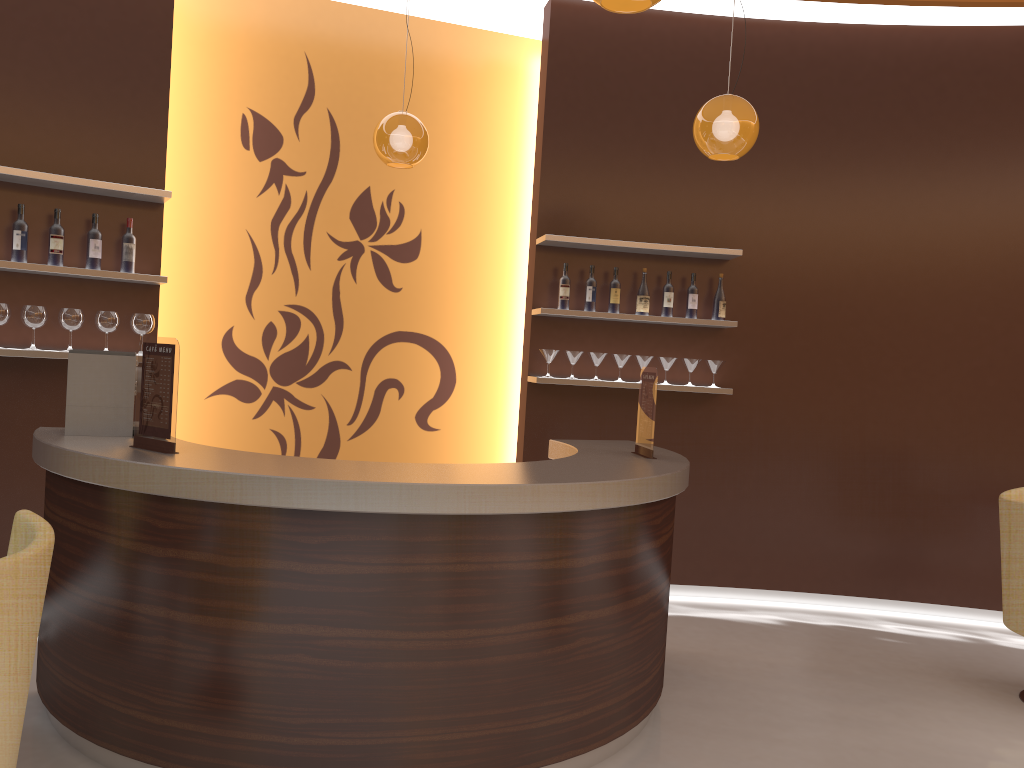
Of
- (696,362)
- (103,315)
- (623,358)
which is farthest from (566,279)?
(103,315)

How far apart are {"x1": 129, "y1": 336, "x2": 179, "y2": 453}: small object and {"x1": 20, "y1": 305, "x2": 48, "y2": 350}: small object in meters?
1.5 m

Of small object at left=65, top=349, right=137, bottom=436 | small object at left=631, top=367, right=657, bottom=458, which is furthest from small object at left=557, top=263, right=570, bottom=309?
small object at left=65, top=349, right=137, bottom=436

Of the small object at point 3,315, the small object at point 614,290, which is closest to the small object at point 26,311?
the small object at point 3,315

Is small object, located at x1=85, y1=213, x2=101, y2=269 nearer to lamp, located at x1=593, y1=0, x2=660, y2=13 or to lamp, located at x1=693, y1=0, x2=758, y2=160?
Result: lamp, located at x1=693, y1=0, x2=758, y2=160

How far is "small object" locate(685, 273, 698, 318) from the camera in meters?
5.6

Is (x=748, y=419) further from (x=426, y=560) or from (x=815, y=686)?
(x=426, y=560)

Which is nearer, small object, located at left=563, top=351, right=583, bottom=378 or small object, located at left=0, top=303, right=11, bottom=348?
small object, located at left=0, top=303, right=11, bottom=348

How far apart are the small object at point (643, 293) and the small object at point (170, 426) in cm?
315

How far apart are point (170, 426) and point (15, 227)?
1.92m
